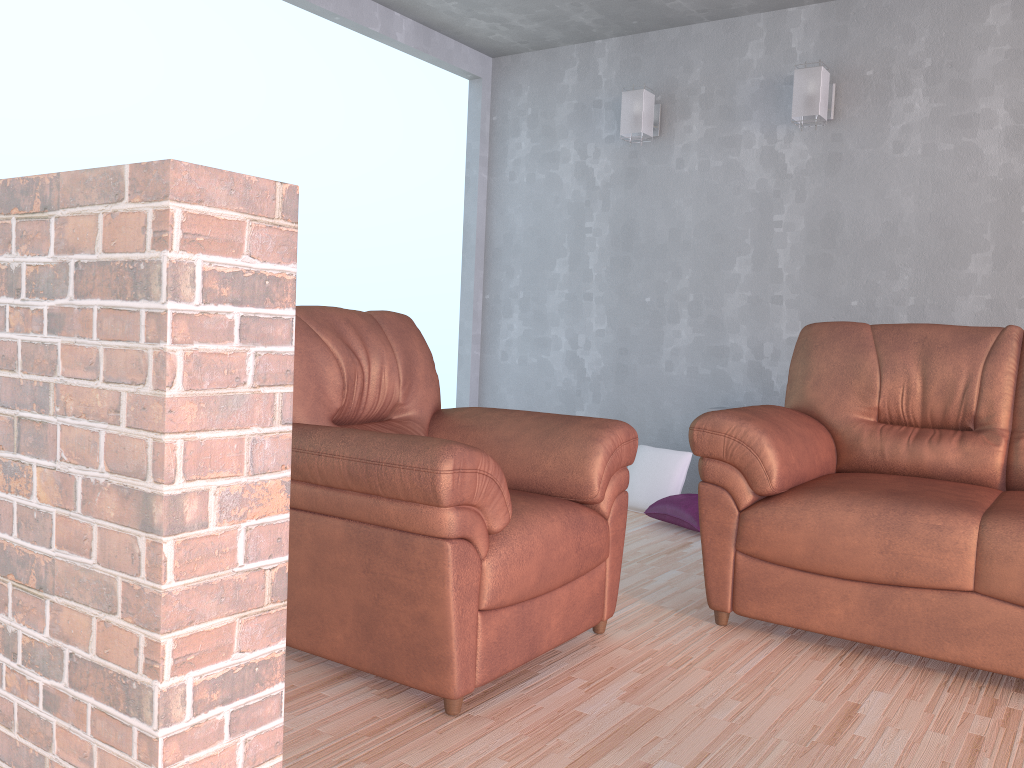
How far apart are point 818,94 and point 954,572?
2.49m

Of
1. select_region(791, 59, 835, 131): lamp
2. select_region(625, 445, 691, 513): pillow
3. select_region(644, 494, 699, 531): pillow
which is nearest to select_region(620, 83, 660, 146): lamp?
select_region(791, 59, 835, 131): lamp

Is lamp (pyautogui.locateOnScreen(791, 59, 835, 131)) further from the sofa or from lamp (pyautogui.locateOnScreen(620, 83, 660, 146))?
the sofa

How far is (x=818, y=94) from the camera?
4.01m

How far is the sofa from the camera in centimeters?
231cm

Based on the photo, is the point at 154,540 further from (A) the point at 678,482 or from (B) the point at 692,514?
(A) the point at 678,482

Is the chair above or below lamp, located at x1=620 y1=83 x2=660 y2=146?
below

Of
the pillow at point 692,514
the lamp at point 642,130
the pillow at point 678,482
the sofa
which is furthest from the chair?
the lamp at point 642,130

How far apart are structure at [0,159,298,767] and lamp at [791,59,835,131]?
3.4m

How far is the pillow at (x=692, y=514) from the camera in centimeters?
396cm
